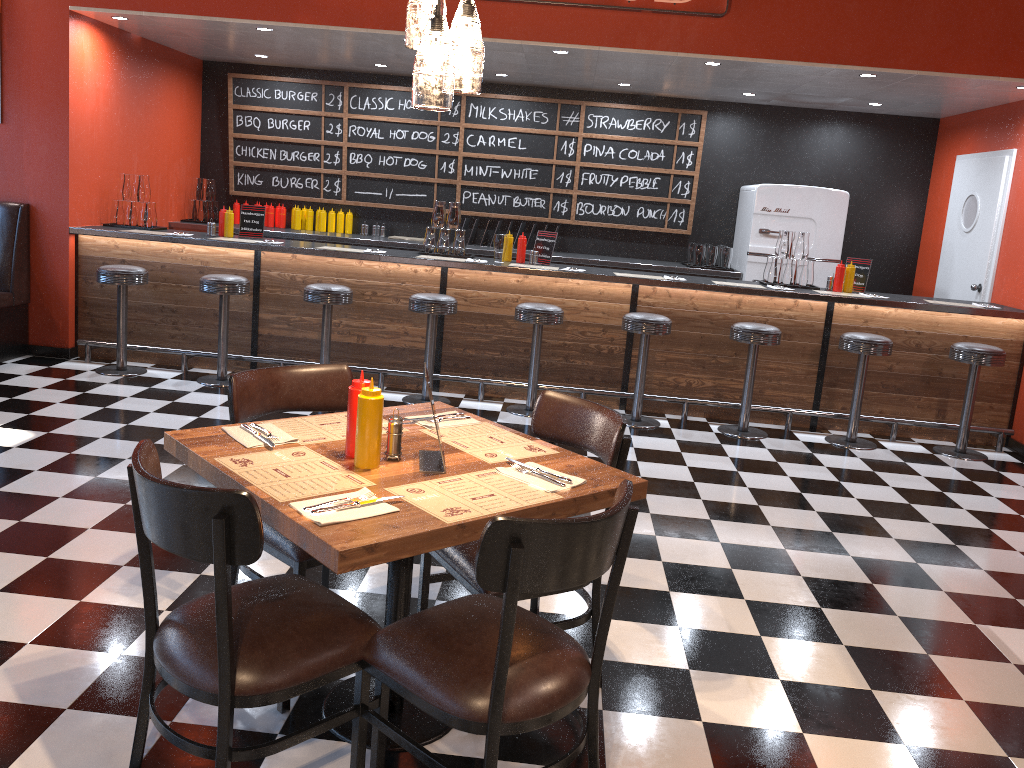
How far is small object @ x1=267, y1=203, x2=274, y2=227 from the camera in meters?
8.6

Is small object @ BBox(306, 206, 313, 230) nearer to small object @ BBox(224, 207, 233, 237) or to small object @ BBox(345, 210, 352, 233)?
small object @ BBox(345, 210, 352, 233)

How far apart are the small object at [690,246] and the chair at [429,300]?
3.1 meters

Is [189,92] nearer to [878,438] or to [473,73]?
[878,438]

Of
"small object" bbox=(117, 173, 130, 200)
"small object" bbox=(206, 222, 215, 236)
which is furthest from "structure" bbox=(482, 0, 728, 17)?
"small object" bbox=(117, 173, 130, 200)

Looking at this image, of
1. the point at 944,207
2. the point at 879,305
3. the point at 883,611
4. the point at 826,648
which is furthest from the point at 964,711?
the point at 944,207

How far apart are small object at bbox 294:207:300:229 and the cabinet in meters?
0.3

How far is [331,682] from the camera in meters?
2.1 m

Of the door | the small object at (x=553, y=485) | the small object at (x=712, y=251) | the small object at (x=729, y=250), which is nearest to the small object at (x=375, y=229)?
the small object at (x=712, y=251)

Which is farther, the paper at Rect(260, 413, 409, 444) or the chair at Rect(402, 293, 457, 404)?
the chair at Rect(402, 293, 457, 404)
